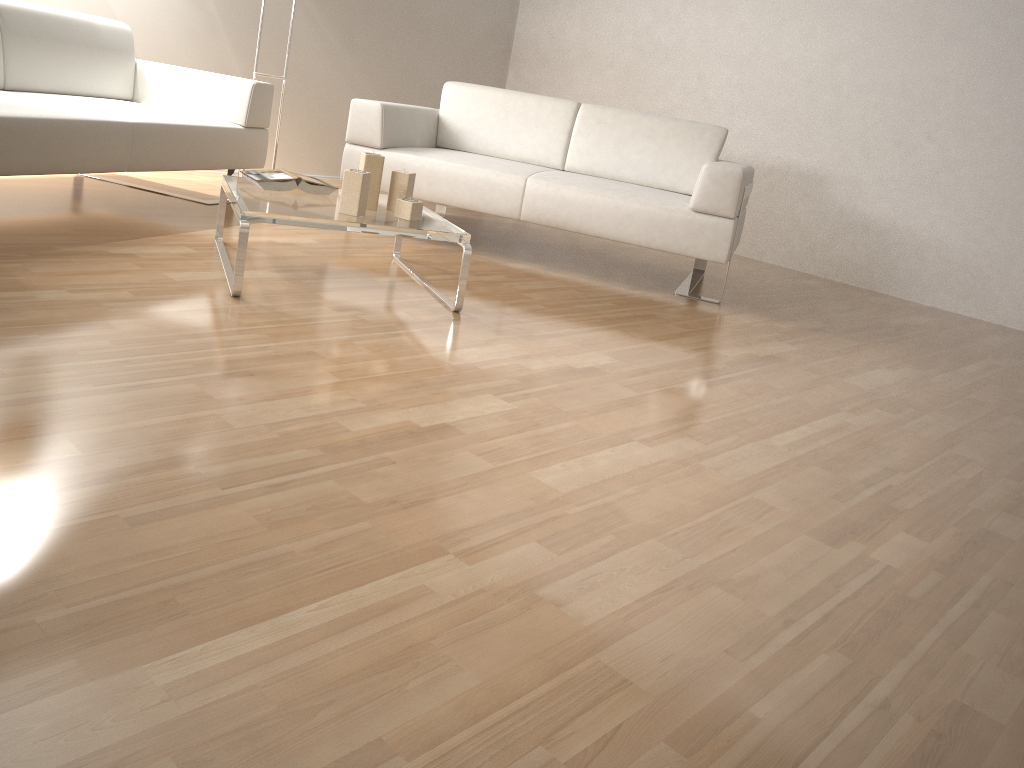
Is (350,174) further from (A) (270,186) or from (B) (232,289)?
(B) (232,289)

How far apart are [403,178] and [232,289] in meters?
0.7

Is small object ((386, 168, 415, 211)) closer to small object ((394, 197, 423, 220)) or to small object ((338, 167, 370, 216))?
small object ((394, 197, 423, 220))

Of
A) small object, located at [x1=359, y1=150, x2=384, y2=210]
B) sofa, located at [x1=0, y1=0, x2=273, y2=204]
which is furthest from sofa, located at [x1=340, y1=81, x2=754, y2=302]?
small object, located at [x1=359, y1=150, x2=384, y2=210]

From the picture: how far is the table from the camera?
2.5m

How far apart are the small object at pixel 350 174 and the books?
0.34m

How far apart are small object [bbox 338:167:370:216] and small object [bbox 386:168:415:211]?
0.2 meters

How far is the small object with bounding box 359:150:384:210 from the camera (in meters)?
2.79

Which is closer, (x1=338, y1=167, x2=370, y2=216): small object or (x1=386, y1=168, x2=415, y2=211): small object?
(x1=338, y1=167, x2=370, y2=216): small object

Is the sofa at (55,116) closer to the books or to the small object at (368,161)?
the books
